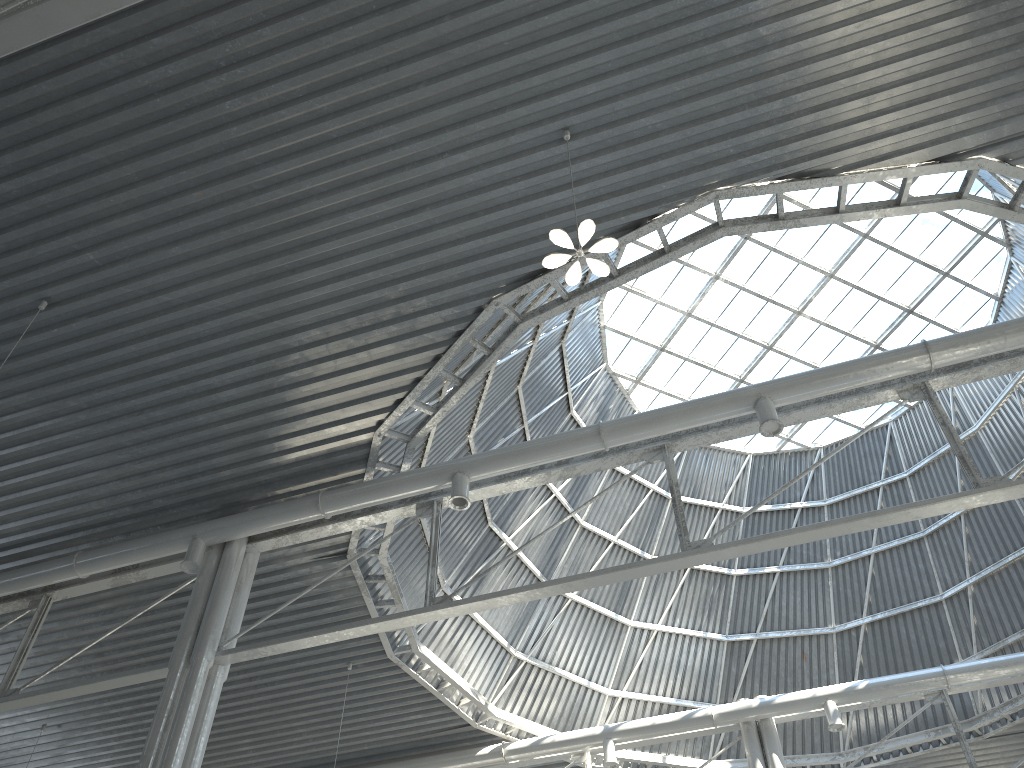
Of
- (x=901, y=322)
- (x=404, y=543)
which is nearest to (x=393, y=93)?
(x=404, y=543)
